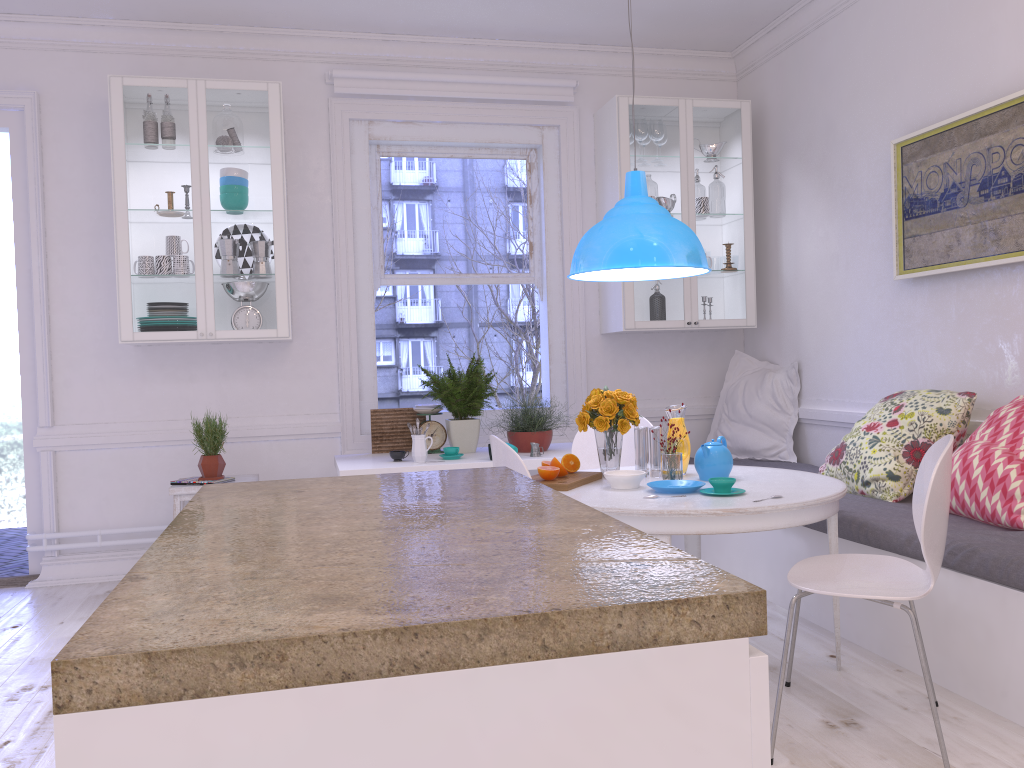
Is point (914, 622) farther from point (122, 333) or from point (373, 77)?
point (373, 77)

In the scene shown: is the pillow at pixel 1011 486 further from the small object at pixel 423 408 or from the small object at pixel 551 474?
the small object at pixel 423 408

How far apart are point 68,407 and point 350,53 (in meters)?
2.45

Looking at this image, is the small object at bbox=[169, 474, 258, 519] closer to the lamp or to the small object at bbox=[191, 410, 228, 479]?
the small object at bbox=[191, 410, 228, 479]

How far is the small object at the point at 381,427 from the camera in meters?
4.7 m

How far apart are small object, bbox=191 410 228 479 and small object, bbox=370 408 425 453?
0.77m

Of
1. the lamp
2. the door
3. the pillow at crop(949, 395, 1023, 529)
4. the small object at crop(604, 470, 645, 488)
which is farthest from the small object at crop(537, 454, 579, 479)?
the door

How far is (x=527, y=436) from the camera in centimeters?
447cm

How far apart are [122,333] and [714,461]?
2.9m

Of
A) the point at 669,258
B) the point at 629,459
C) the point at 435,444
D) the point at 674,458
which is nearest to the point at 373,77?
the point at 435,444
